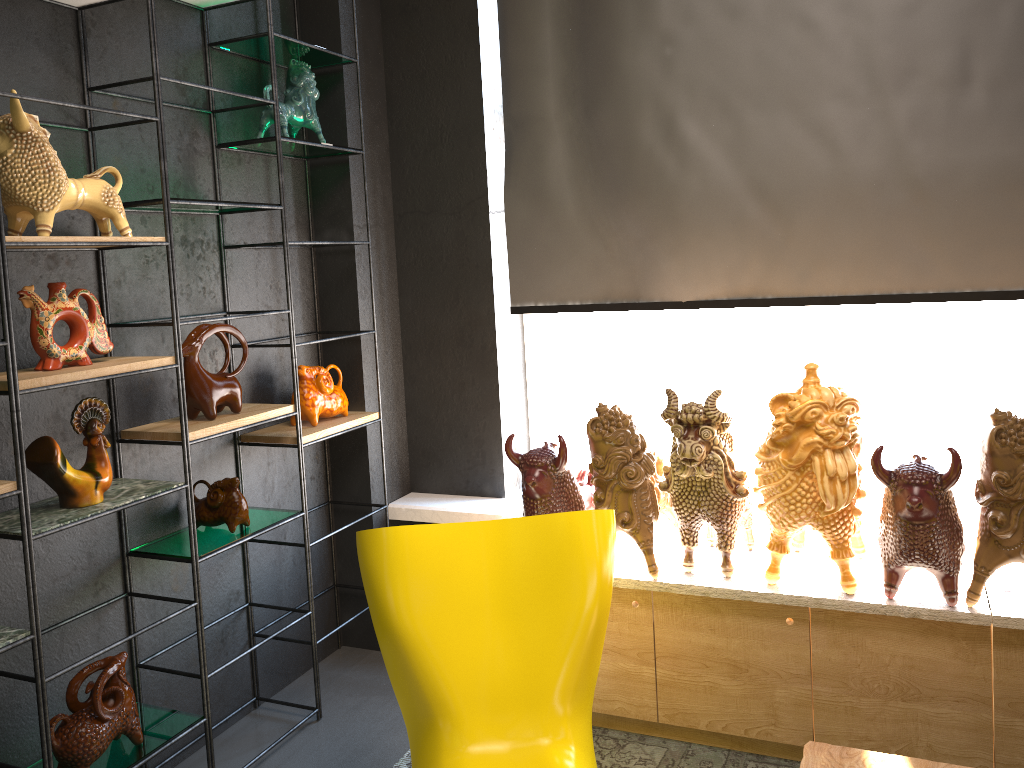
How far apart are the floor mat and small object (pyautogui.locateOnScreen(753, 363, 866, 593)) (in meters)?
0.56

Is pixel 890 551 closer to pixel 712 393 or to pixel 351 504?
pixel 712 393

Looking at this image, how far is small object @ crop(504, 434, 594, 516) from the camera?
2.74m

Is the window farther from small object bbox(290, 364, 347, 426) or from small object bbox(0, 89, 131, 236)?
small object bbox(0, 89, 131, 236)

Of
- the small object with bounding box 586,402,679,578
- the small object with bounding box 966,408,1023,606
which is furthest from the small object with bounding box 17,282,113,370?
the small object with bounding box 966,408,1023,606

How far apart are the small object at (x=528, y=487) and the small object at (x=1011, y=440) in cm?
111

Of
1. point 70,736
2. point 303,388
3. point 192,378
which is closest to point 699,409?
point 303,388

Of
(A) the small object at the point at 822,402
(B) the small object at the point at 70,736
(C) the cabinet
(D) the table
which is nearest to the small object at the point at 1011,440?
(C) the cabinet

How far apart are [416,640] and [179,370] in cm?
101

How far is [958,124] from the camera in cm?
275
